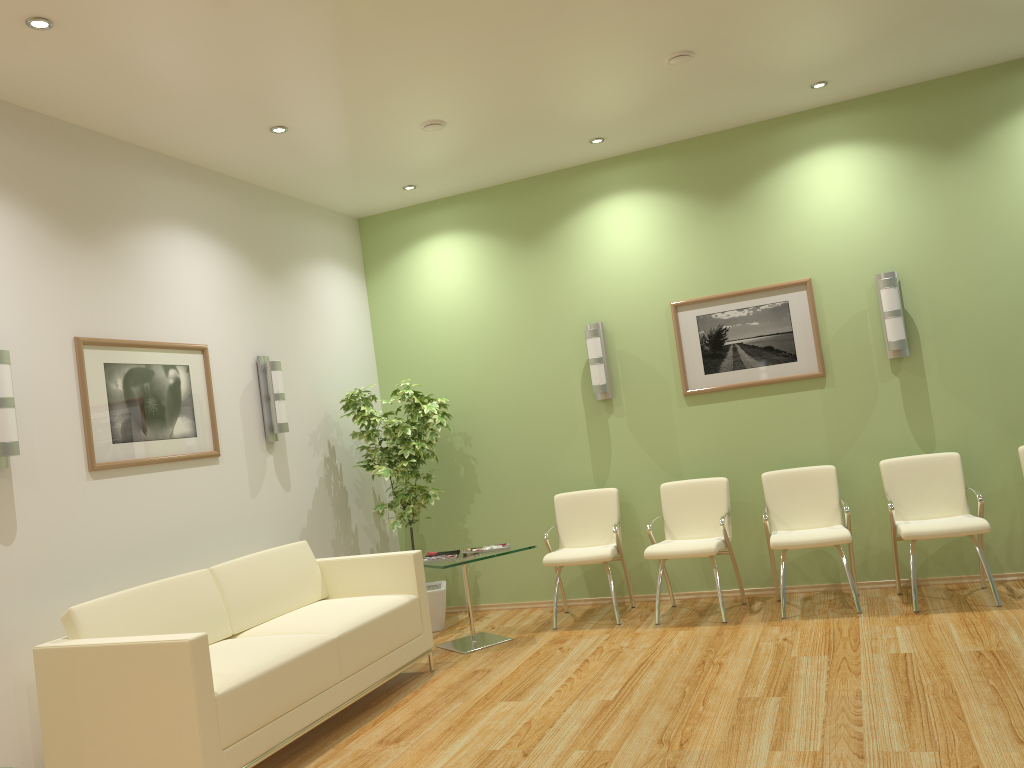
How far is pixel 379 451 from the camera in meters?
6.5 m

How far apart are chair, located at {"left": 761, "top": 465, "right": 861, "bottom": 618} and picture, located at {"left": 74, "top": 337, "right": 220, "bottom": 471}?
3.5 meters

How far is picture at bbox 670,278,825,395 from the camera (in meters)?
6.23

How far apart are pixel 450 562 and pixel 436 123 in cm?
277

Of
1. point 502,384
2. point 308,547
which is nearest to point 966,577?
point 502,384

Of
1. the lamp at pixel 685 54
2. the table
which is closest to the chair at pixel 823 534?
the table

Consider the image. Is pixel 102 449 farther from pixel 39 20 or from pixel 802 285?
pixel 802 285

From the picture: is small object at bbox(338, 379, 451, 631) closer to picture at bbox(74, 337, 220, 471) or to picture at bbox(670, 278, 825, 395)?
picture at bbox(74, 337, 220, 471)

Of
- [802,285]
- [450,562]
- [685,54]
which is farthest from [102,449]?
[802,285]

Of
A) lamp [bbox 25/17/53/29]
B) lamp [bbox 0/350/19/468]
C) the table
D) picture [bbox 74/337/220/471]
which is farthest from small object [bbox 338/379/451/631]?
lamp [bbox 25/17/53/29]
